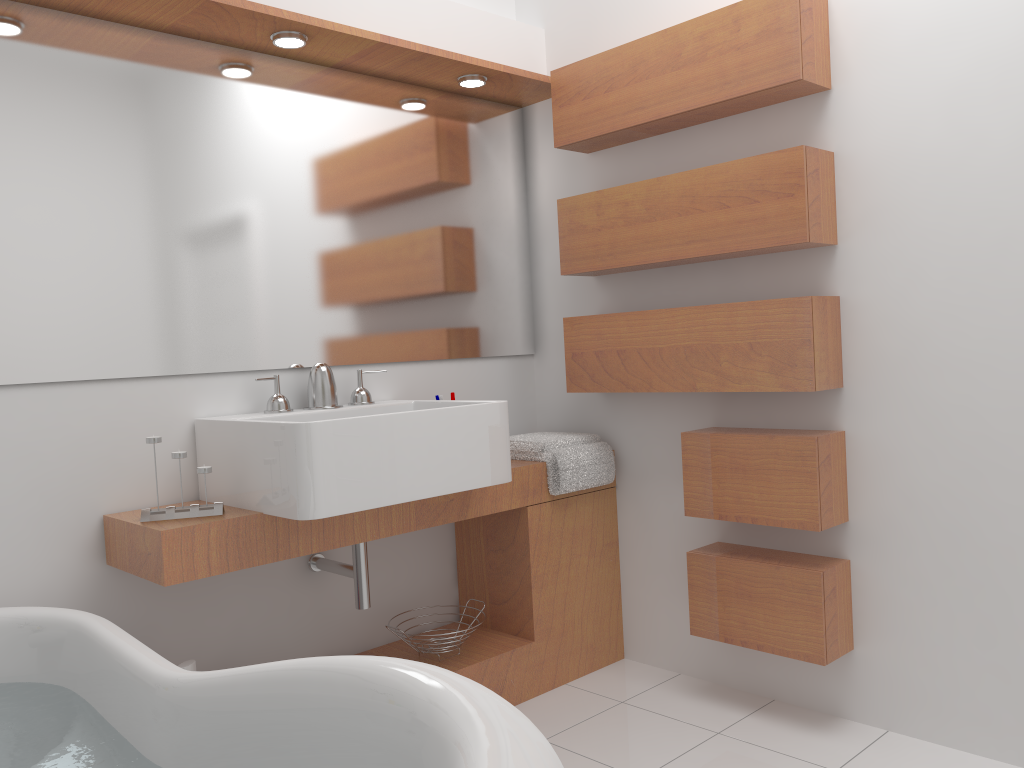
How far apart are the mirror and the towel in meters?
0.3

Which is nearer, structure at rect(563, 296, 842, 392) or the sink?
the sink

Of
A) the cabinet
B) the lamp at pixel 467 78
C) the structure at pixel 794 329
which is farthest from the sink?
the lamp at pixel 467 78

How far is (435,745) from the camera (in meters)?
1.02

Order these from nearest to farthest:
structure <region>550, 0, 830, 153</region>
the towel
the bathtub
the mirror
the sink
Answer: the bathtub < the sink < the mirror < structure <region>550, 0, 830, 153</region> < the towel

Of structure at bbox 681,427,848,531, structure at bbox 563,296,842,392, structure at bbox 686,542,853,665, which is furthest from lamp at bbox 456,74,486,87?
structure at bbox 686,542,853,665

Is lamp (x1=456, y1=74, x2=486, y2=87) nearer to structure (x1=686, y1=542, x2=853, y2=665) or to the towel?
the towel

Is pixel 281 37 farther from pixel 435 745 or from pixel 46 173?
pixel 435 745

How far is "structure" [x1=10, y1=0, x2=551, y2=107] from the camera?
2.19m

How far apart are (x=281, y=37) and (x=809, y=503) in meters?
1.8
